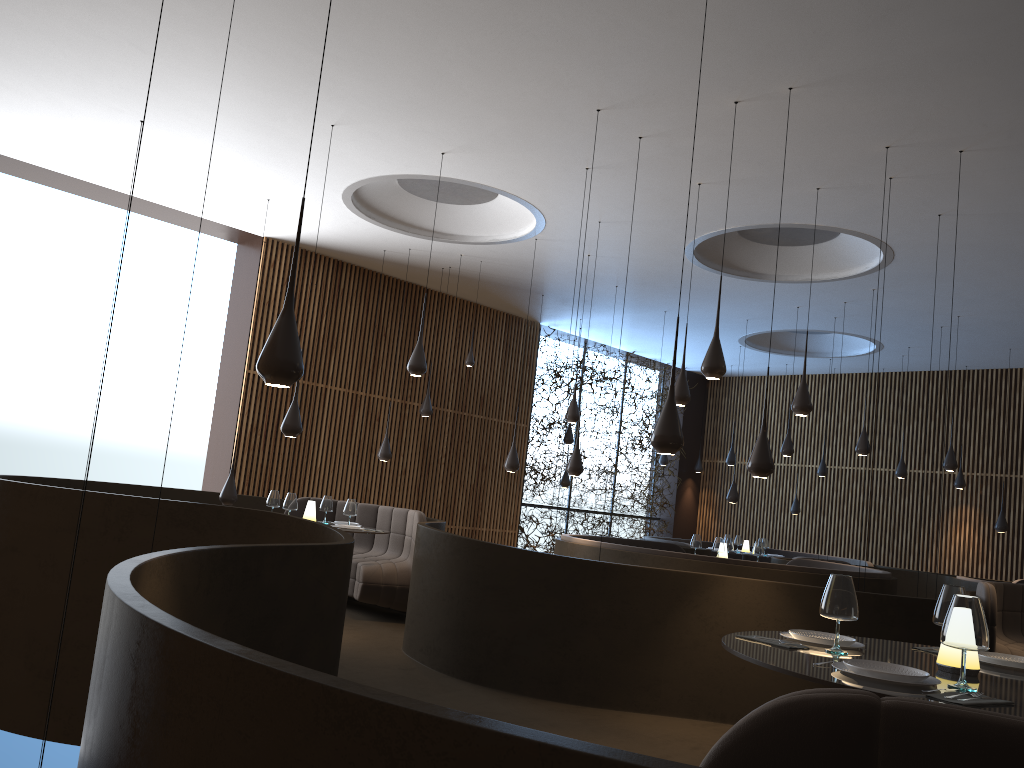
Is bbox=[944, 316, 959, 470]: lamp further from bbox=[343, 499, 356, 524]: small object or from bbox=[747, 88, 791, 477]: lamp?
bbox=[343, 499, 356, 524]: small object

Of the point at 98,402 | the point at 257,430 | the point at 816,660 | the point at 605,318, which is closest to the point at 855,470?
the point at 605,318

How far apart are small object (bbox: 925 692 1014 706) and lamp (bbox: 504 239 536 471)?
8.30m

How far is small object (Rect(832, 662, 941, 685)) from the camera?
2.8 meters

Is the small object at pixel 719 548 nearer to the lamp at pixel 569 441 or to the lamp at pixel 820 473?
the lamp at pixel 569 441

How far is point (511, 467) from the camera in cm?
1080

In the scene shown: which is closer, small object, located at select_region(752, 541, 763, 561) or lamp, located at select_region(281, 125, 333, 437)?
lamp, located at select_region(281, 125, 333, 437)

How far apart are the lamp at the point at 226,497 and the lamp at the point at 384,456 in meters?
2.6 m

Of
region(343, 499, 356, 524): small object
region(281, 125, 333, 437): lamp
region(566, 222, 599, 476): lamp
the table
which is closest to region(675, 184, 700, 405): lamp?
region(566, 222, 599, 476): lamp

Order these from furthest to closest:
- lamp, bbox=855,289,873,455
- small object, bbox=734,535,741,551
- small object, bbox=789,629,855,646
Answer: small object, bbox=734,535,741,551, lamp, bbox=855,289,873,455, small object, bbox=789,629,855,646
